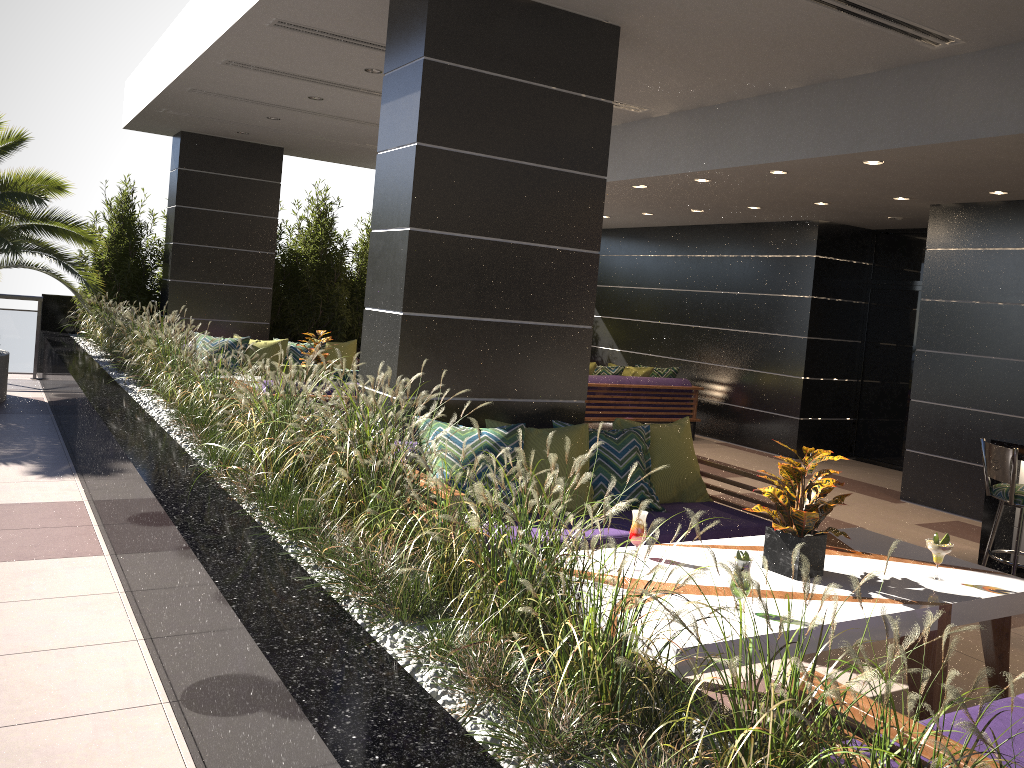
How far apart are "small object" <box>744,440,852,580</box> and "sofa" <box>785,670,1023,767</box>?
0.9m

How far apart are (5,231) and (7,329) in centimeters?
325cm

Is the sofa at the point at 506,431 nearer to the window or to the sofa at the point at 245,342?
the sofa at the point at 245,342

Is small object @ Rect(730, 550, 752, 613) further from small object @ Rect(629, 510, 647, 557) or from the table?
small object @ Rect(629, 510, 647, 557)

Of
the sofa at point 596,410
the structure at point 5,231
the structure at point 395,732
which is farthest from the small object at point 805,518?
the structure at point 5,231

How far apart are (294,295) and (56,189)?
3.6 meters

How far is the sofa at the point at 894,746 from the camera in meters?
2.1 m

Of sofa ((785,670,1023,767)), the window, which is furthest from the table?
the window

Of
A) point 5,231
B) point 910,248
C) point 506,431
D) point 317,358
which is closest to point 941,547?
point 506,431

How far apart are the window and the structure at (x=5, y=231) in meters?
8.8 m
